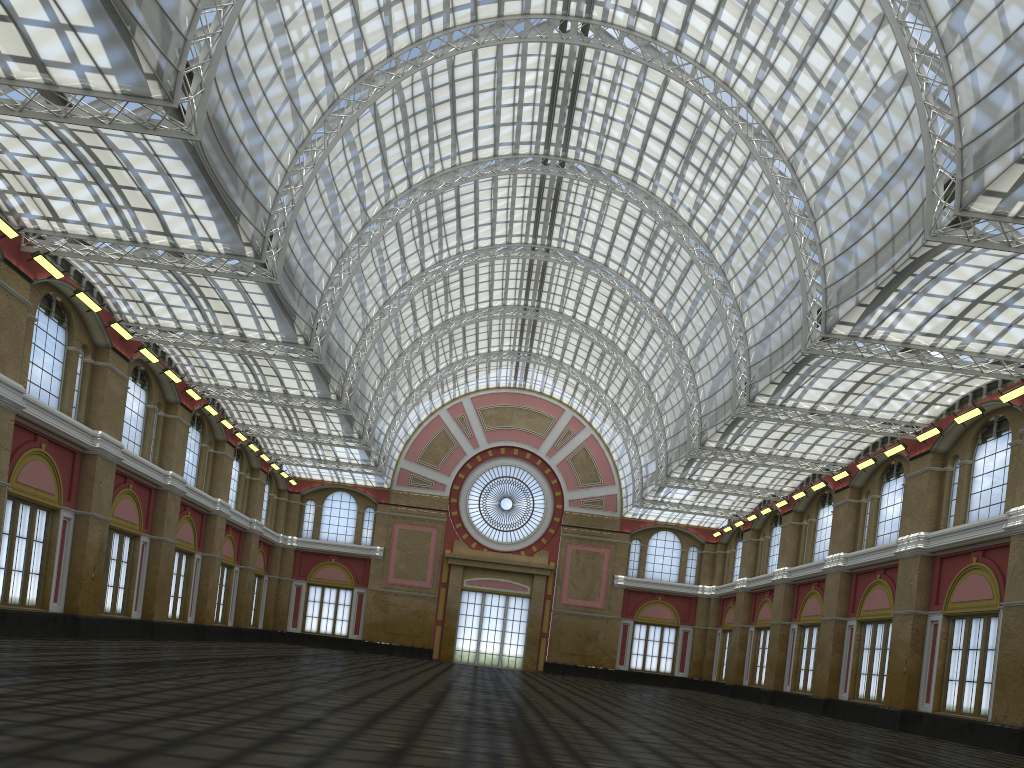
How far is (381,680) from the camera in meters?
31.2
